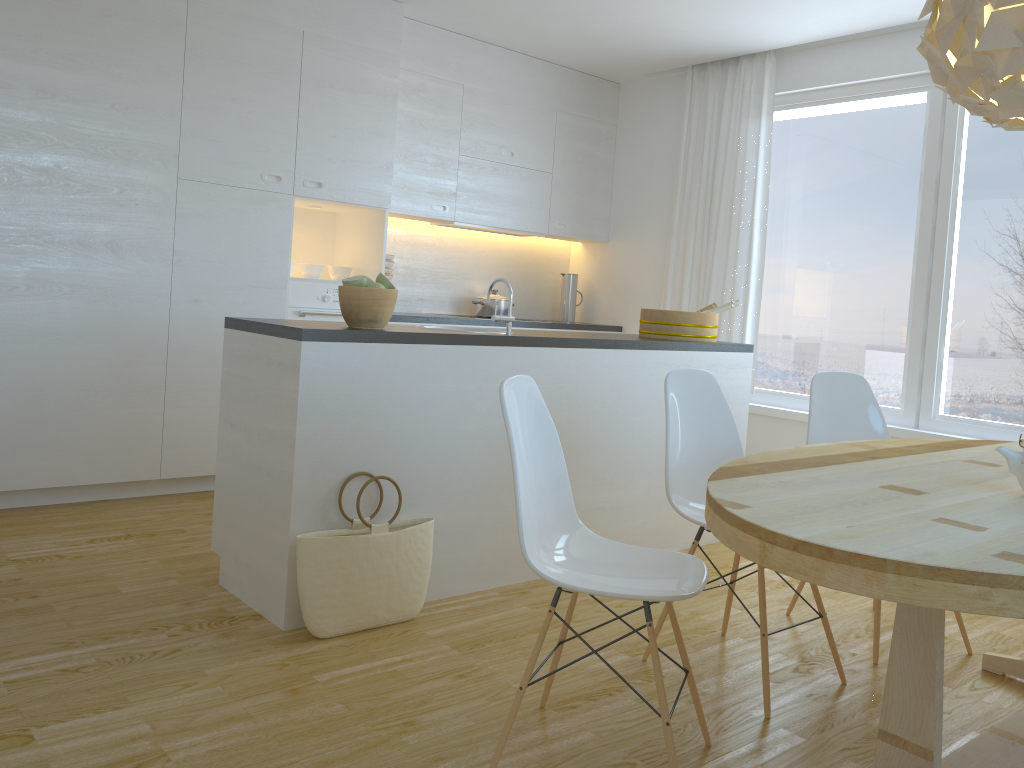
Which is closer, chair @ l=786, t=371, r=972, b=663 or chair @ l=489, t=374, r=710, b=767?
chair @ l=489, t=374, r=710, b=767

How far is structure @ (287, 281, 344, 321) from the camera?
4.7 meters

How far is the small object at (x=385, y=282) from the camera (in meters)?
3.06

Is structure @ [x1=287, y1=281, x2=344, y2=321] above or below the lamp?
below

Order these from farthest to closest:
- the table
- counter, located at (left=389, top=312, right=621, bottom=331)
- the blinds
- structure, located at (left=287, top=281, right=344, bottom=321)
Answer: the blinds < counter, located at (left=389, top=312, right=621, bottom=331) < structure, located at (left=287, top=281, right=344, bottom=321) < the table

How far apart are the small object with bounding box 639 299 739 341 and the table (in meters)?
1.47

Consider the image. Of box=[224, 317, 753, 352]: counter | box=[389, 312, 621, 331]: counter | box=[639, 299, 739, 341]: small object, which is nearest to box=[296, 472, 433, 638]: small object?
box=[224, 317, 753, 352]: counter

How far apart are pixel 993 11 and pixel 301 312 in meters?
3.5 m

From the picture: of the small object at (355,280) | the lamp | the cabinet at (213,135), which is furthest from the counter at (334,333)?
the lamp

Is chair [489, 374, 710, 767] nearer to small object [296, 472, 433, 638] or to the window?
small object [296, 472, 433, 638]
